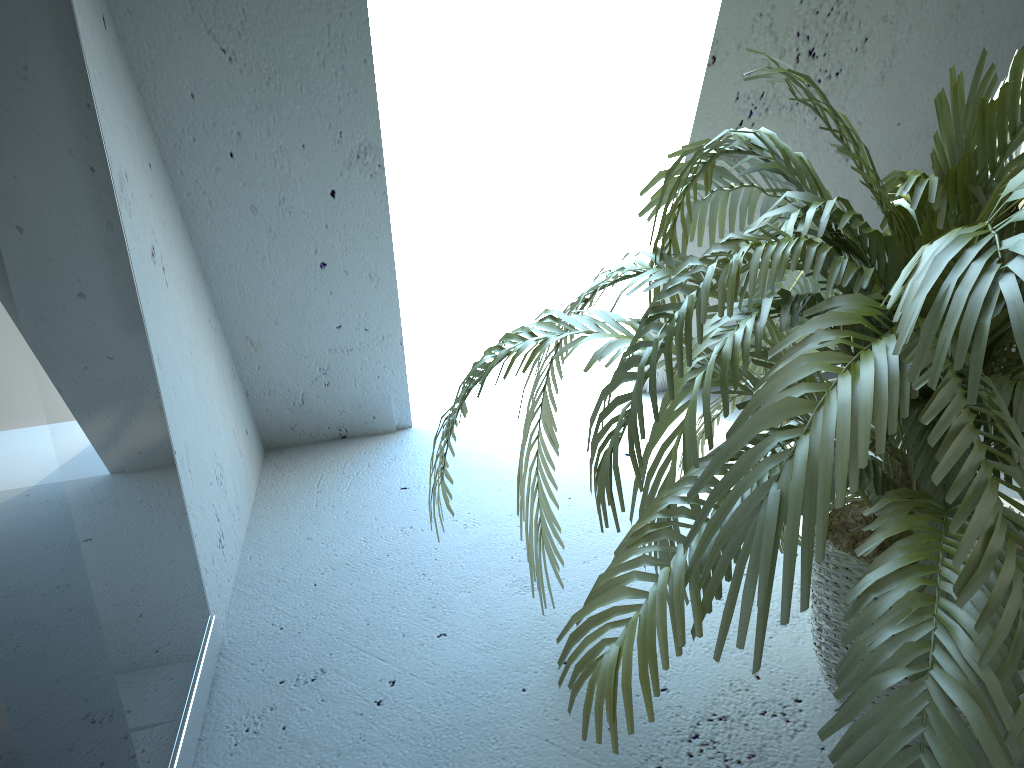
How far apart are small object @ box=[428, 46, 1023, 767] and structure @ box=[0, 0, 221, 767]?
0.4m

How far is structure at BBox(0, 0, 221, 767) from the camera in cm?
84

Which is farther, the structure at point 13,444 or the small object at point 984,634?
the structure at point 13,444

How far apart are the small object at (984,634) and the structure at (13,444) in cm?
41

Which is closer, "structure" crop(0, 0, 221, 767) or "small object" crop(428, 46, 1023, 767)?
"small object" crop(428, 46, 1023, 767)

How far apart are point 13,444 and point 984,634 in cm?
86

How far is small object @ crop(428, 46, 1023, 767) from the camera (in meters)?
0.69

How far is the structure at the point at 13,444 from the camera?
0.84m
